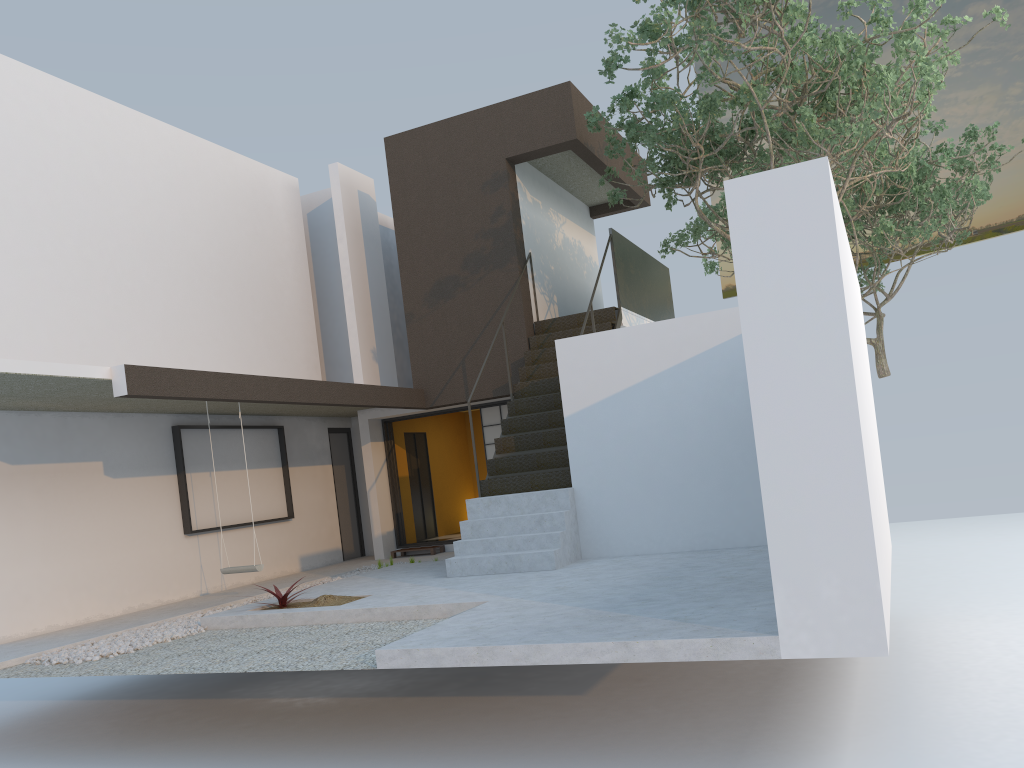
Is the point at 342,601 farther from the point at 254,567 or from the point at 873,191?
the point at 873,191

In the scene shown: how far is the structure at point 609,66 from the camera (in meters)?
8.32

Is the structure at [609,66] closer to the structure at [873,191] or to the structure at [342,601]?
the structure at [873,191]

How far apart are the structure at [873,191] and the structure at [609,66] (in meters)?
1.58

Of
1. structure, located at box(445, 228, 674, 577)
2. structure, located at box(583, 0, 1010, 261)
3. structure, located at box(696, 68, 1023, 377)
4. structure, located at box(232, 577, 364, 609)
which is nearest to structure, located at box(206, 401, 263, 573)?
structure, located at box(232, 577, 364, 609)

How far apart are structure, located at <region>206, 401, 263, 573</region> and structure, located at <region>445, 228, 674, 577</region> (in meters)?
1.94

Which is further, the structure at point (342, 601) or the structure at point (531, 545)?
the structure at point (531, 545)

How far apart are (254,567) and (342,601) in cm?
158

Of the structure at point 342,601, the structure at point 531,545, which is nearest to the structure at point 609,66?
the structure at point 531,545

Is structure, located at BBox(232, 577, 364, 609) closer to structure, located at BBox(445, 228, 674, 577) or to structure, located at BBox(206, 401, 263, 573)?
structure, located at BBox(206, 401, 263, 573)
